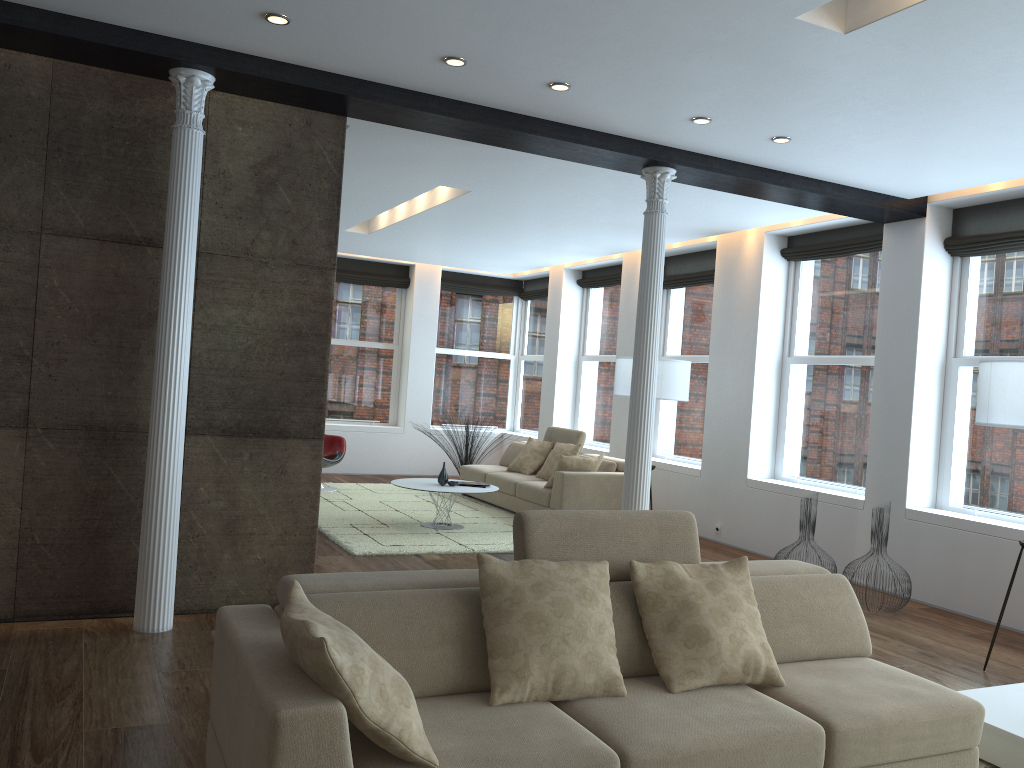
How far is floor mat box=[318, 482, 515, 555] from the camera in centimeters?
734cm

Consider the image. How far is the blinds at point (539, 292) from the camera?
12.9m

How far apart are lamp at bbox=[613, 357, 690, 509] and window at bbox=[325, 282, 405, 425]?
5.3 meters

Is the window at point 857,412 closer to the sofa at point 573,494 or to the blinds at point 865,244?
the blinds at point 865,244

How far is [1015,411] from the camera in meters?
4.7

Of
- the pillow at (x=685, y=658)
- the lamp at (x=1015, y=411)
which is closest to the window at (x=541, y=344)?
the lamp at (x=1015, y=411)

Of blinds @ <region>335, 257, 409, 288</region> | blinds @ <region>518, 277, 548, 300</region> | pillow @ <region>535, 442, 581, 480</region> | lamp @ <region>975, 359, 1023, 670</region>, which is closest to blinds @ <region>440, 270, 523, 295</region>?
blinds @ <region>518, 277, 548, 300</region>

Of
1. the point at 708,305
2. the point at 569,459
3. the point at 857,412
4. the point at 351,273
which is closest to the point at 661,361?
the point at 569,459

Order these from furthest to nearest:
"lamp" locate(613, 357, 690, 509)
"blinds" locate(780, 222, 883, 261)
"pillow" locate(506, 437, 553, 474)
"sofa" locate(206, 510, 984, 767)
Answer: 1. "pillow" locate(506, 437, 553, 474)
2. "lamp" locate(613, 357, 690, 509)
3. "blinds" locate(780, 222, 883, 261)
4. "sofa" locate(206, 510, 984, 767)

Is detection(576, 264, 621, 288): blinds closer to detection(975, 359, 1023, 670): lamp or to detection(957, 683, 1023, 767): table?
detection(975, 359, 1023, 670): lamp
